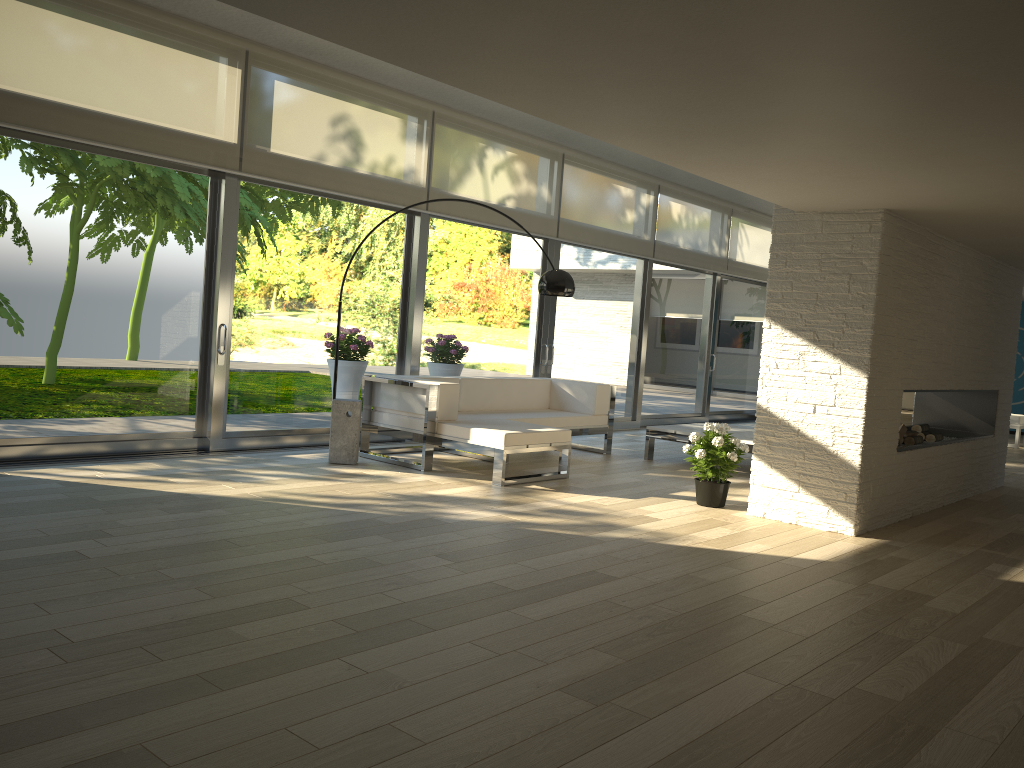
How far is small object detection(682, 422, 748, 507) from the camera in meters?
5.8 m

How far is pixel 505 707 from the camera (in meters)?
2.54

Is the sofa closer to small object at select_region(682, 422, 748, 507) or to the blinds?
small object at select_region(682, 422, 748, 507)

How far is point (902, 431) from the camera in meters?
6.9 m

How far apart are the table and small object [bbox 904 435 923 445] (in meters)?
1.20

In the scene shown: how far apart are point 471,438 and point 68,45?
3.61m

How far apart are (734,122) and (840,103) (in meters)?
0.46

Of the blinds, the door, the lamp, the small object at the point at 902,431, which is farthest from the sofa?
the small object at the point at 902,431

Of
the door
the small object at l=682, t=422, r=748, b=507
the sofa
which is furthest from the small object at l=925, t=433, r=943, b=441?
the door

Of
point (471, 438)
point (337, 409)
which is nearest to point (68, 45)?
point (337, 409)
